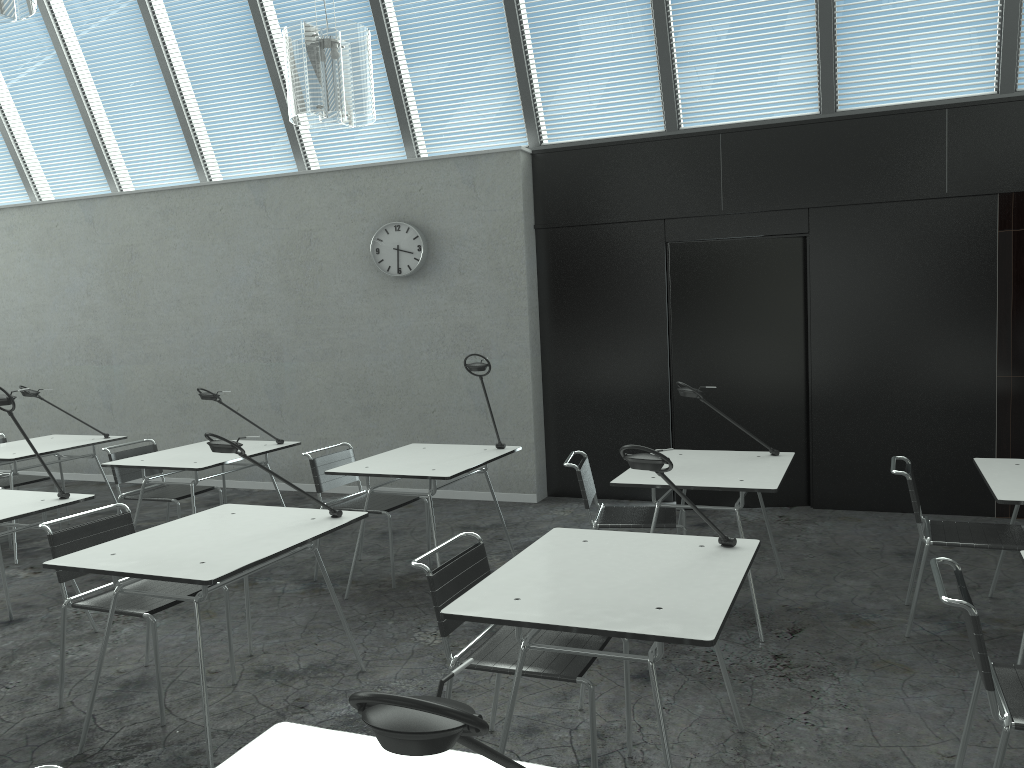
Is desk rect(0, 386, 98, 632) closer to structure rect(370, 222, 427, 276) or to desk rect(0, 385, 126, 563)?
desk rect(0, 385, 126, 563)

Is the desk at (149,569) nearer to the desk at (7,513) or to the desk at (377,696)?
the desk at (7,513)

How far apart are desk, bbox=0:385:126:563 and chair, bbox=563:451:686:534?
3.4m

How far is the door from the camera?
5.8m

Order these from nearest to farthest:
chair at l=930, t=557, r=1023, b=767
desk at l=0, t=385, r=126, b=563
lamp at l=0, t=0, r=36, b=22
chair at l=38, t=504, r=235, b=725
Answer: chair at l=930, t=557, r=1023, b=767, lamp at l=0, t=0, r=36, b=22, chair at l=38, t=504, r=235, b=725, desk at l=0, t=385, r=126, b=563

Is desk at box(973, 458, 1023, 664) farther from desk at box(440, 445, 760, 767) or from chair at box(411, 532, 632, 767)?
chair at box(411, 532, 632, 767)

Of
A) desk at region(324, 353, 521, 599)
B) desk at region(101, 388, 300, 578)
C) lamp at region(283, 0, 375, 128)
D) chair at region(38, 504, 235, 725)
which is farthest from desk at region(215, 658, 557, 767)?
desk at region(101, 388, 300, 578)

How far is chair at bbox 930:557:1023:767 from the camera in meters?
2.1

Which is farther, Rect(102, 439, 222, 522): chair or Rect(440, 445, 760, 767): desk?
Rect(102, 439, 222, 522): chair

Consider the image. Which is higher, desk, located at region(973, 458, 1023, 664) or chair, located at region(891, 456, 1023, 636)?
desk, located at region(973, 458, 1023, 664)
